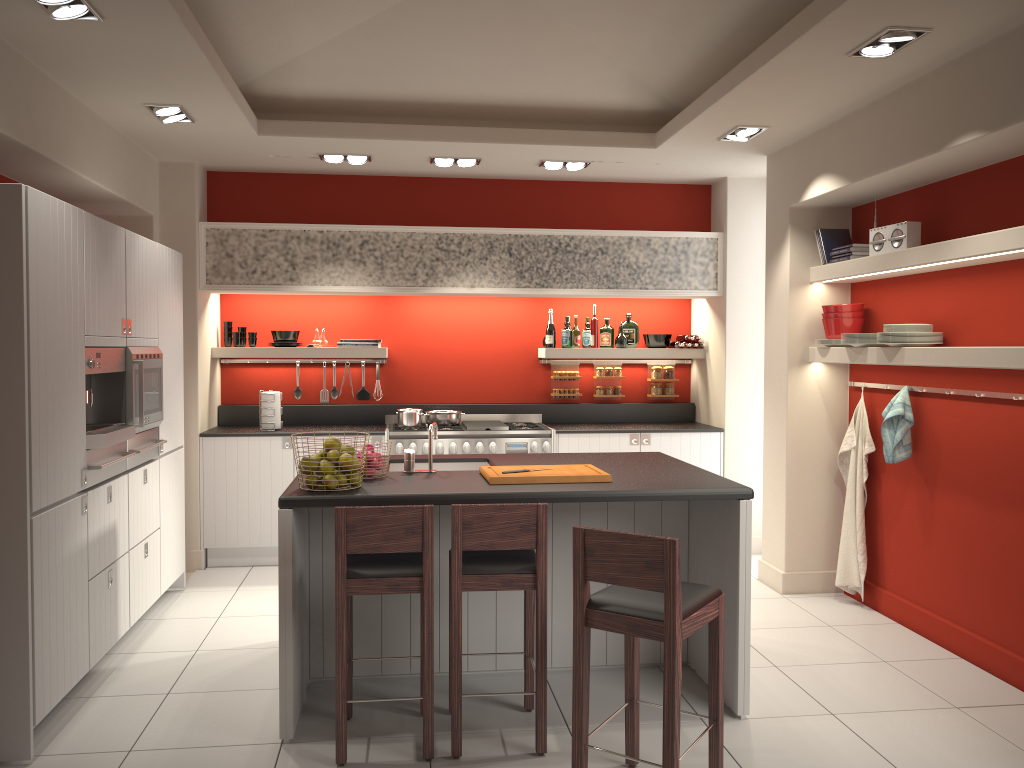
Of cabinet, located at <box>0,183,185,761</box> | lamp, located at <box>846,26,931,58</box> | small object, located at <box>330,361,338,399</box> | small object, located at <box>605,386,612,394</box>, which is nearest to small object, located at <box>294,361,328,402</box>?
small object, located at <box>330,361,338,399</box>

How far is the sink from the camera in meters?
4.9

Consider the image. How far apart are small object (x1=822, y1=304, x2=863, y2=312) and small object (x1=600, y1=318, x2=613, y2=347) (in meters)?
2.17

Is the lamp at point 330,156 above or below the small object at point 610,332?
above

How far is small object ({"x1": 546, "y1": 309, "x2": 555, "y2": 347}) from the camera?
7.4 meters

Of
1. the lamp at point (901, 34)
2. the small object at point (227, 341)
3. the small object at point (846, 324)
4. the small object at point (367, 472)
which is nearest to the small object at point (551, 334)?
the small object at point (846, 324)

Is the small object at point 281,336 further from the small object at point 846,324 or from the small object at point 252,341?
the small object at point 846,324

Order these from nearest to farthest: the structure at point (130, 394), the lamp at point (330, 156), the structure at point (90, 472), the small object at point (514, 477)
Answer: the small object at point (514, 477), the structure at point (90, 472), the structure at point (130, 394), the lamp at point (330, 156)

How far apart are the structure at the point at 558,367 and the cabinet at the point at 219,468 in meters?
2.3

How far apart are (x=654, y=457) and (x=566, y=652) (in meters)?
1.19
